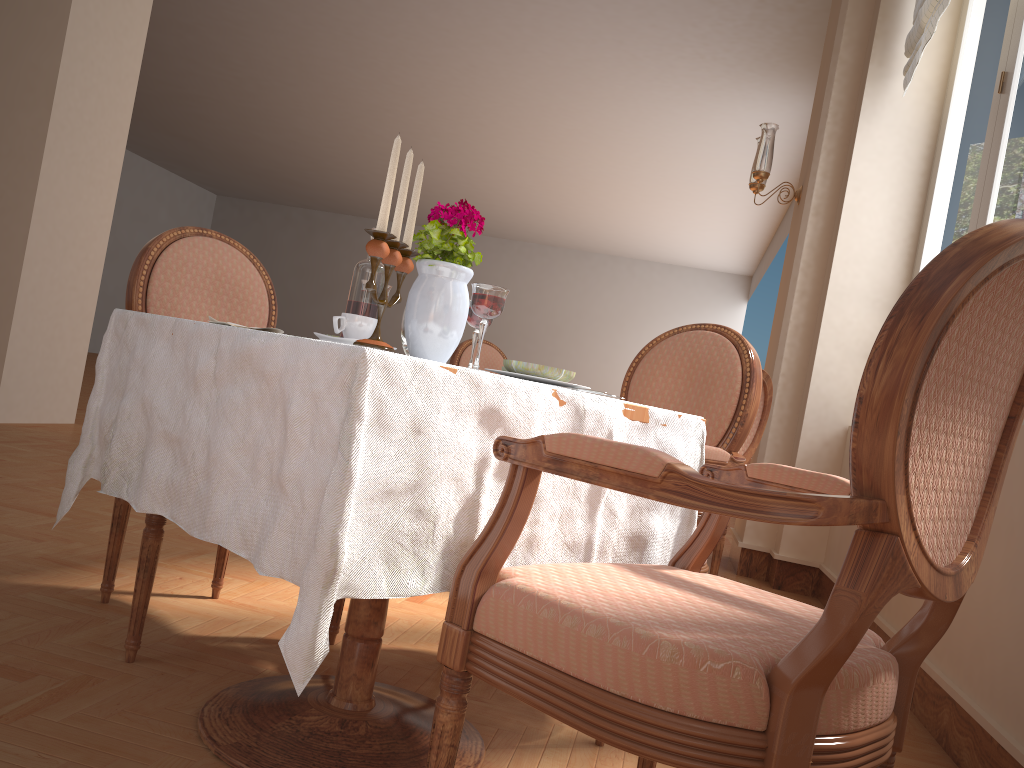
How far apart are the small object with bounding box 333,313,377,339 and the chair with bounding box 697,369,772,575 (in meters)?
2.17

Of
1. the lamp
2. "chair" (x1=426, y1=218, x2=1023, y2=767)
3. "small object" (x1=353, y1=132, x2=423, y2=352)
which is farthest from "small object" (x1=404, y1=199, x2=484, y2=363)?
the lamp

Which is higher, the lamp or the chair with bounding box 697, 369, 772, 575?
the lamp

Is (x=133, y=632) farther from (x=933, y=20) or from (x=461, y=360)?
(x=933, y=20)

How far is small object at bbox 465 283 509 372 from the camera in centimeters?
138cm

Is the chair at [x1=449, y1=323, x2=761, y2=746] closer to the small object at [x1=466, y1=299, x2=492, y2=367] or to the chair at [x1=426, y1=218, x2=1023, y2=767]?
the chair at [x1=426, y1=218, x2=1023, y2=767]

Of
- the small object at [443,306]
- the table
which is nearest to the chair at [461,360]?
the table

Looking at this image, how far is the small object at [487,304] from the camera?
1.4 meters

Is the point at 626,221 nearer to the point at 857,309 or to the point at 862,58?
the point at 862,58

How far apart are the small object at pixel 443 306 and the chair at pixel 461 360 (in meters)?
3.10
